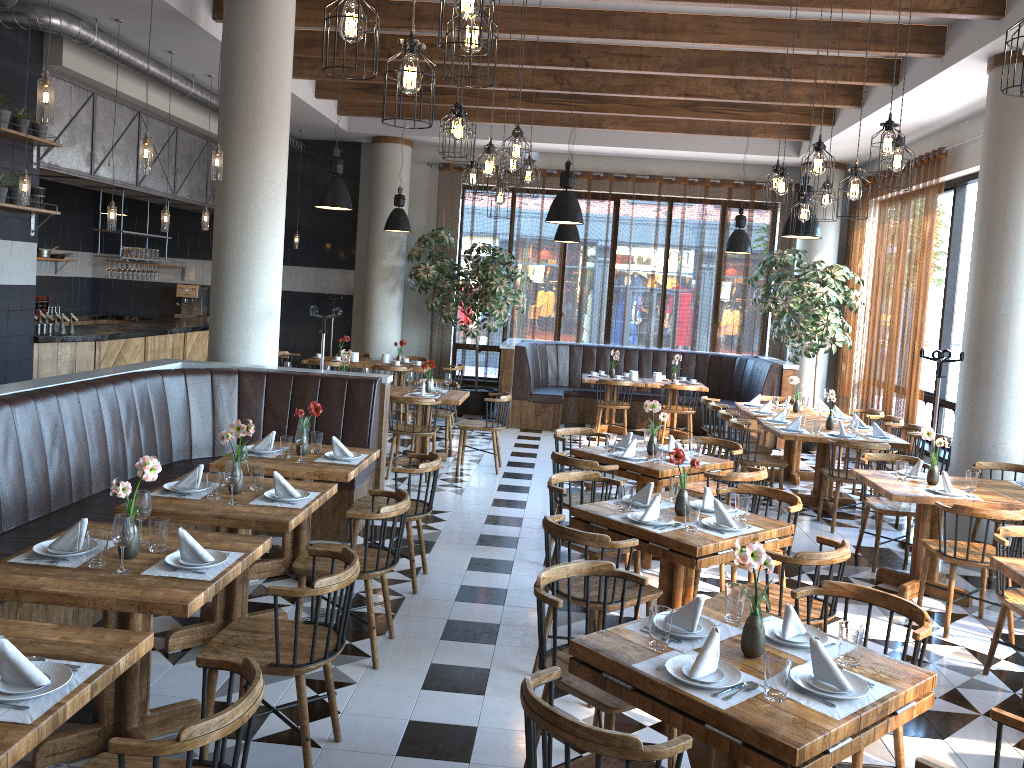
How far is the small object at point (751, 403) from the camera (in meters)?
10.20

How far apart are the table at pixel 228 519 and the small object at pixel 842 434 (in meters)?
5.20

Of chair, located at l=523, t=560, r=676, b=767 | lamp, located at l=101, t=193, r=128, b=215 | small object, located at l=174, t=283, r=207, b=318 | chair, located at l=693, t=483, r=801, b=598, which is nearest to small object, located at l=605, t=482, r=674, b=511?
chair, located at l=693, t=483, r=801, b=598

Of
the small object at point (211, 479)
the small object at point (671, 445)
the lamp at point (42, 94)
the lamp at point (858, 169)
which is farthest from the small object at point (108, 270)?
the lamp at point (858, 169)

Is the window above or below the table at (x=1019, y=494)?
above

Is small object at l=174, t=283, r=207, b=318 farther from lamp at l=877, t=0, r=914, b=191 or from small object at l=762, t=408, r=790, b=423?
lamp at l=877, t=0, r=914, b=191

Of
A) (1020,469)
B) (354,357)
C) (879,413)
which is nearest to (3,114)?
(354,357)

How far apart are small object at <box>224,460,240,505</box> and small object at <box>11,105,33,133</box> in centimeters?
520cm

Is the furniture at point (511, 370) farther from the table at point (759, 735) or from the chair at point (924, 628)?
the table at point (759, 735)

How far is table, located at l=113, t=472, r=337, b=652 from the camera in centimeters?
418cm
